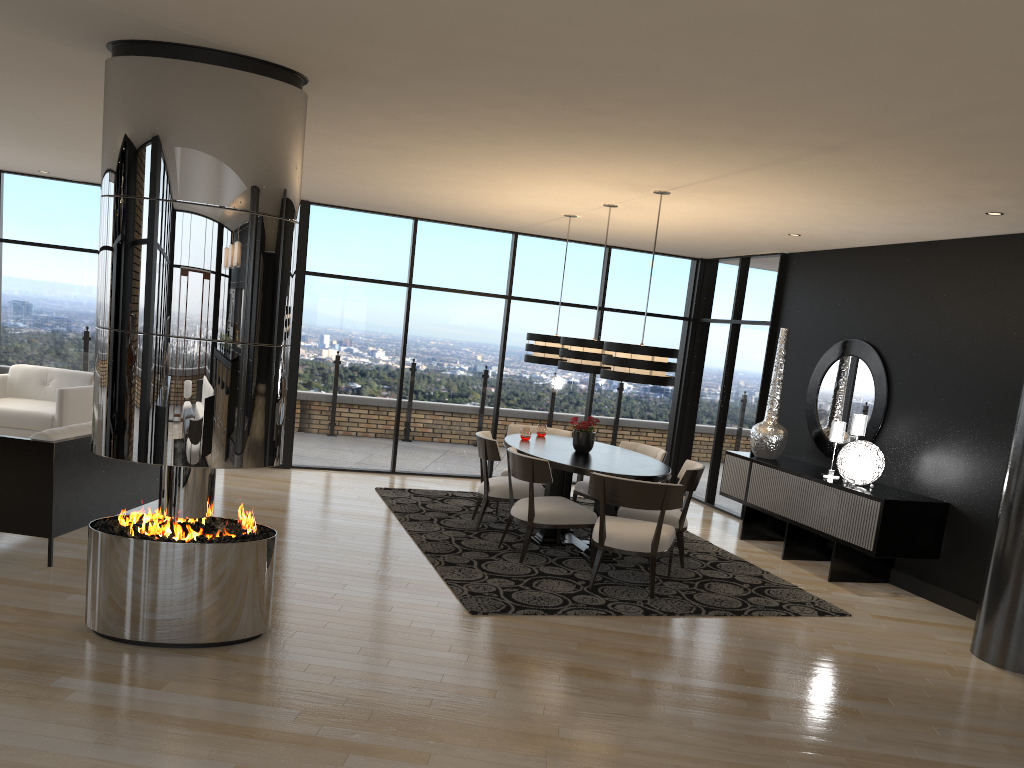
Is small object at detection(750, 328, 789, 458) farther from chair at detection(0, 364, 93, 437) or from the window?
chair at detection(0, 364, 93, 437)

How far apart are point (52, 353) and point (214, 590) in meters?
6.7 m

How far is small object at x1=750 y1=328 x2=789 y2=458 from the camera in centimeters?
809cm

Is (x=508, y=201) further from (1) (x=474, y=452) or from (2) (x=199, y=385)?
(2) (x=199, y=385)

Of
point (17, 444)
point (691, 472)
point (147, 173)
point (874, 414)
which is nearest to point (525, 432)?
point (691, 472)

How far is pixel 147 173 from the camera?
3.96m

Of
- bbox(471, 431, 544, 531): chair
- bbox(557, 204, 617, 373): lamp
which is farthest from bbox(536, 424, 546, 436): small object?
bbox(557, 204, 617, 373): lamp

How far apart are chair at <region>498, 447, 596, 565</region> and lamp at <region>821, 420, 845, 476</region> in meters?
2.3

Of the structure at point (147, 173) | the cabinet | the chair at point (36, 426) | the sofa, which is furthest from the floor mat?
the chair at point (36, 426)

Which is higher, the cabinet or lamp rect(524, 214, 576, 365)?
A: lamp rect(524, 214, 576, 365)
